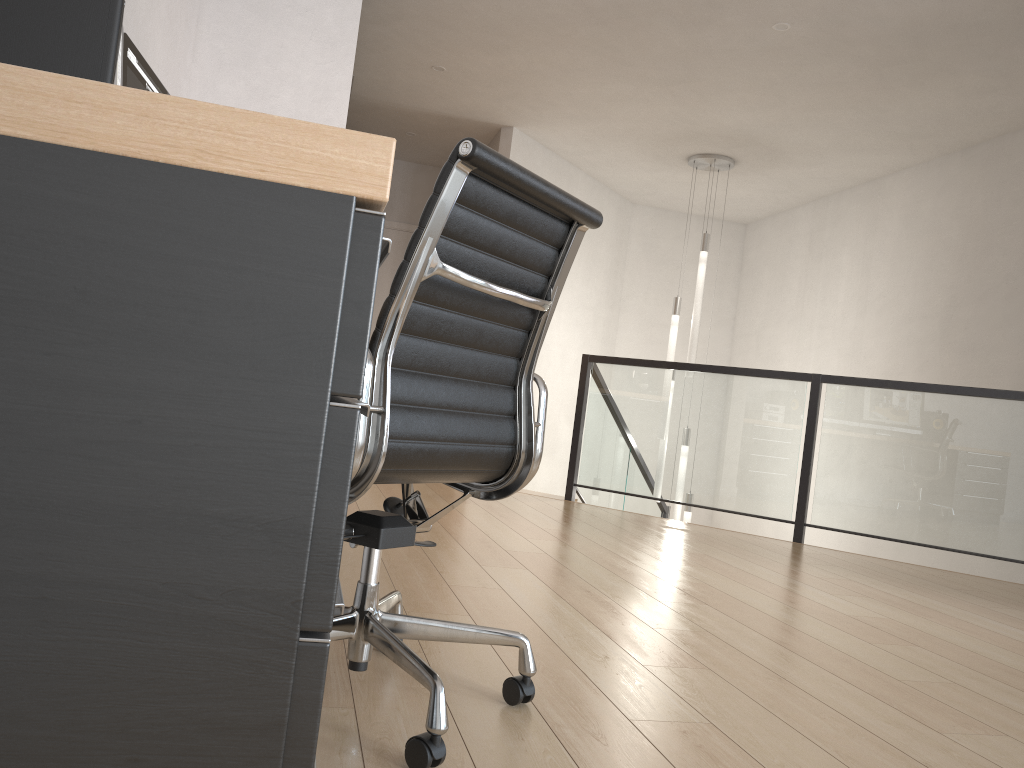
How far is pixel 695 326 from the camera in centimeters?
678cm

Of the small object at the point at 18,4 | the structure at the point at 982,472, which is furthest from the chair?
the structure at the point at 982,472

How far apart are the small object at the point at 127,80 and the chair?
1.0m

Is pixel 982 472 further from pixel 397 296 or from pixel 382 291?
pixel 382 291

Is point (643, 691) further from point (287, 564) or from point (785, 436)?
point (785, 436)

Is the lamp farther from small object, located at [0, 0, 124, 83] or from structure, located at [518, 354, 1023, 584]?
small object, located at [0, 0, 124, 83]

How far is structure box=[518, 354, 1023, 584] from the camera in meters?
4.8 m

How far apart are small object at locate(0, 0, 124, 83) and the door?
7.11m

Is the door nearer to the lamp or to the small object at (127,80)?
the lamp

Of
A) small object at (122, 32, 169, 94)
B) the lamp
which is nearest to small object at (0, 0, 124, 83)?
small object at (122, 32, 169, 94)
